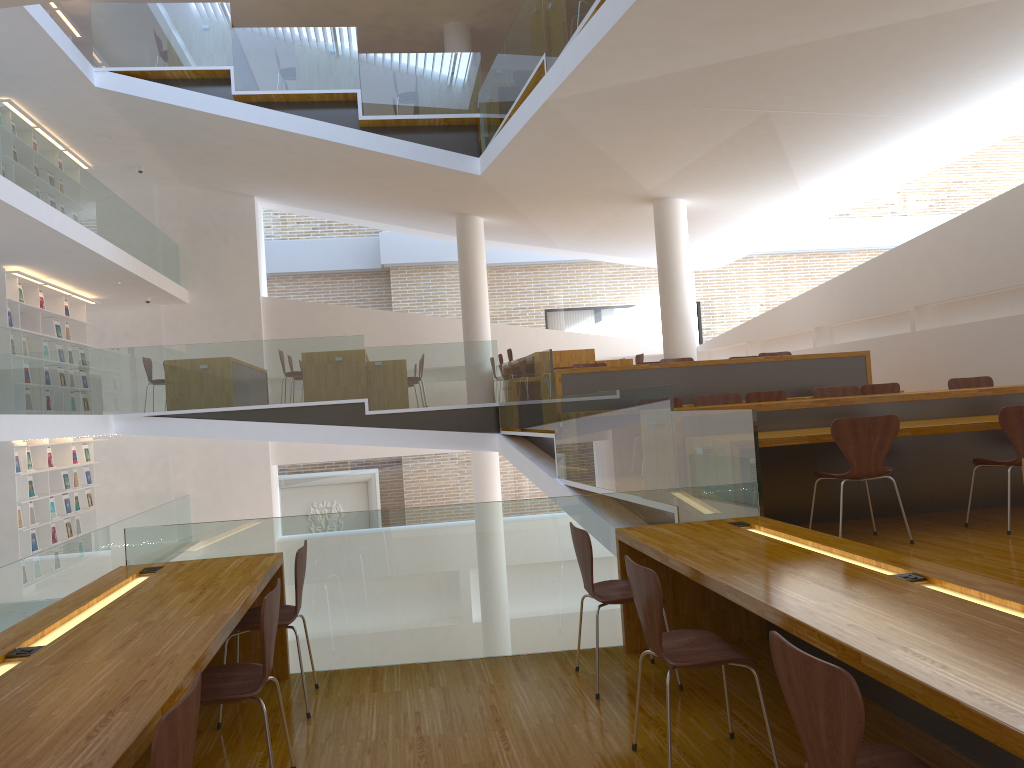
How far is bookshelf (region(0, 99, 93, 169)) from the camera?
10.71m

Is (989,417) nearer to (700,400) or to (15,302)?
(700,400)

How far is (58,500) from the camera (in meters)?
12.00

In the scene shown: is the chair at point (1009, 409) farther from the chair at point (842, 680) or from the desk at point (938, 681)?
the chair at point (842, 680)

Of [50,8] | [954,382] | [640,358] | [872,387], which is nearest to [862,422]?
[954,382]

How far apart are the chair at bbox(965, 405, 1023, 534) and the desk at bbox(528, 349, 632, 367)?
6.3m

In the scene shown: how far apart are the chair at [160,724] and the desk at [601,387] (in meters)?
6.58

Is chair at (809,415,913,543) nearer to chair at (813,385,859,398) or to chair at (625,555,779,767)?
chair at (625,555,779,767)

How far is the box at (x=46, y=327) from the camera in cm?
1206

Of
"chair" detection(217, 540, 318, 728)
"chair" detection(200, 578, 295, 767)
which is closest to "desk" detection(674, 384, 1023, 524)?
"chair" detection(217, 540, 318, 728)
